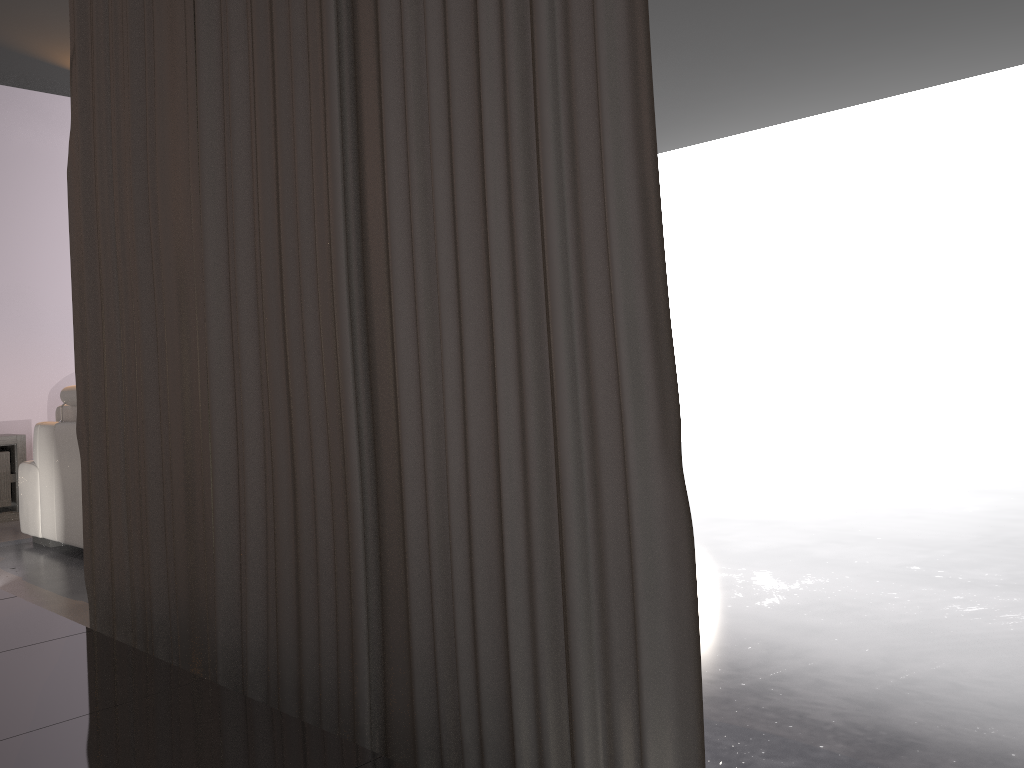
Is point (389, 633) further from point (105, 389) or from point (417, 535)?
point (105, 389)

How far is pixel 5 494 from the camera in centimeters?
575cm

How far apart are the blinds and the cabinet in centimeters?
400cm

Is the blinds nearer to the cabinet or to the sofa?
the sofa

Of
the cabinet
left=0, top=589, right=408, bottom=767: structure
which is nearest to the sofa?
the cabinet

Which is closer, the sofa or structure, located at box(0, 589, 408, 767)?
structure, located at box(0, 589, 408, 767)

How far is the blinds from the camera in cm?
111

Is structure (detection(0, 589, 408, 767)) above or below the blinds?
below

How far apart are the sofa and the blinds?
2.1 meters

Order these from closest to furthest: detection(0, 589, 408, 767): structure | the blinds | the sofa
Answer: the blinds
detection(0, 589, 408, 767): structure
the sofa
